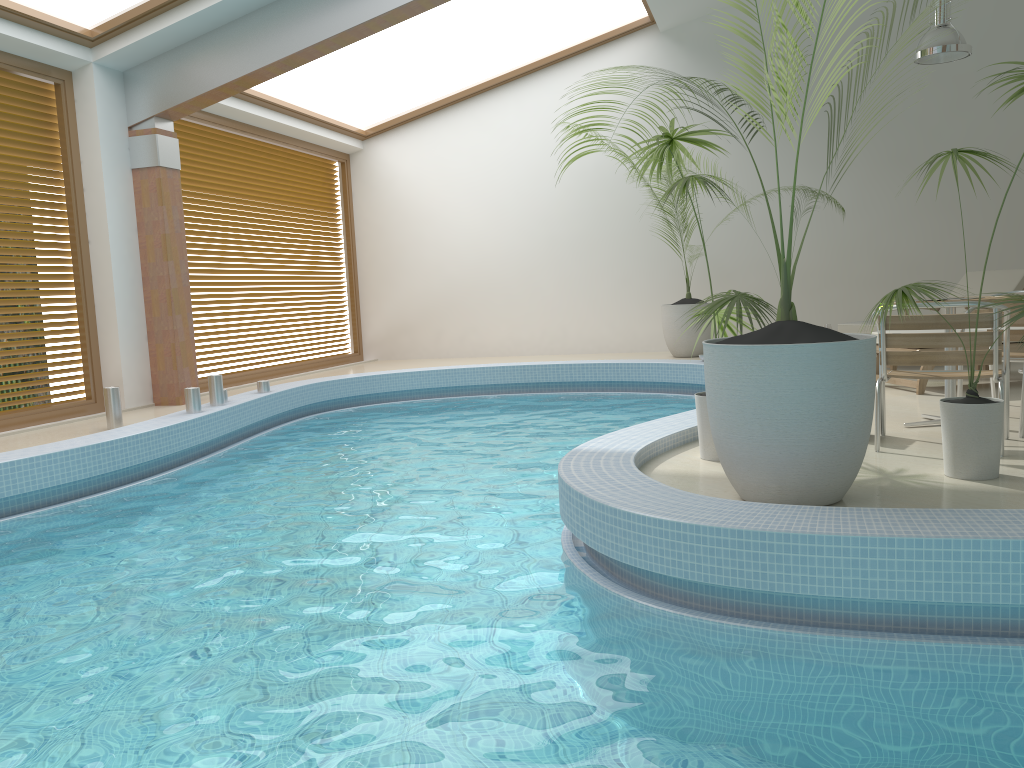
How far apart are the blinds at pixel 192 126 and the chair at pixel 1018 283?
6.81m

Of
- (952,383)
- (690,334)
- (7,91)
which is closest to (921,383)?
A: (952,383)

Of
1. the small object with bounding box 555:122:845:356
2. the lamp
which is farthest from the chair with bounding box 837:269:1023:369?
the small object with bounding box 555:122:845:356

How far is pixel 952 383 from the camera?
5.1 meters

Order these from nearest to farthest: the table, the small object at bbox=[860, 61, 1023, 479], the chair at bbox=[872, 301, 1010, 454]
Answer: the small object at bbox=[860, 61, 1023, 479] < the chair at bbox=[872, 301, 1010, 454] < the table

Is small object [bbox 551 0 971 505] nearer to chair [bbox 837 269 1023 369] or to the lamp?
chair [bbox 837 269 1023 369]

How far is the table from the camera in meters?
5.1 m

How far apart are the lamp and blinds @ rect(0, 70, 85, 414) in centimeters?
800cm

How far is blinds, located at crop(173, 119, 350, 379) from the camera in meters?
9.8

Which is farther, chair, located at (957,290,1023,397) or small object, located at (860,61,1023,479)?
chair, located at (957,290,1023,397)
